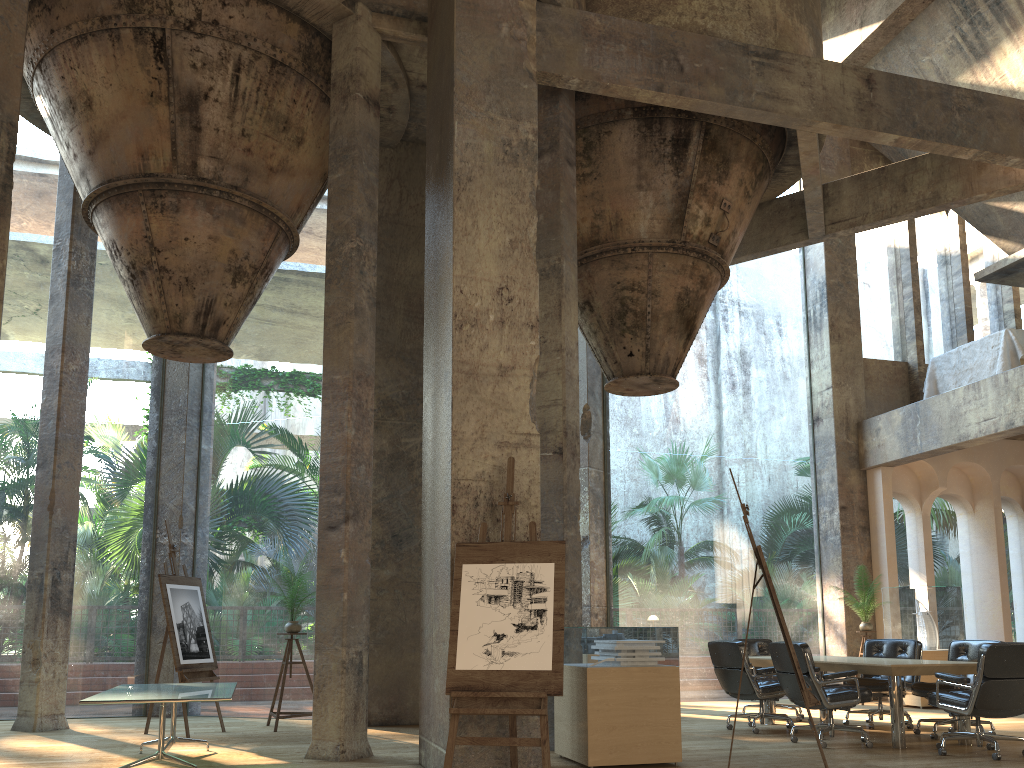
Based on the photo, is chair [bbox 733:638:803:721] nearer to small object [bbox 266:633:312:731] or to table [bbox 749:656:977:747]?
table [bbox 749:656:977:747]

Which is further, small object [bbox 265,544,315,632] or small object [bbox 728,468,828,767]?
small object [bbox 265,544,315,632]

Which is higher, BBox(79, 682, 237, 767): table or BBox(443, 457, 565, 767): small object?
BBox(443, 457, 565, 767): small object

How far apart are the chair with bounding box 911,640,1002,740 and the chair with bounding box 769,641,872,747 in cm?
76

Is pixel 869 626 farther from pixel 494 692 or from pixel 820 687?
pixel 494 692

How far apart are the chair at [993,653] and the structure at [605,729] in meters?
2.2 m

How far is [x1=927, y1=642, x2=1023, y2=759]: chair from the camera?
6.51m

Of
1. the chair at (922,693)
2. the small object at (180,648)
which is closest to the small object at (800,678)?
the chair at (922,693)

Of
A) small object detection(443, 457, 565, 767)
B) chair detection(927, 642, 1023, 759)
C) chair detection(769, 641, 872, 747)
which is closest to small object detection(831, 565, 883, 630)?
chair detection(769, 641, 872, 747)

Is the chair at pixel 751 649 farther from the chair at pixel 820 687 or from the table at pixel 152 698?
the table at pixel 152 698
